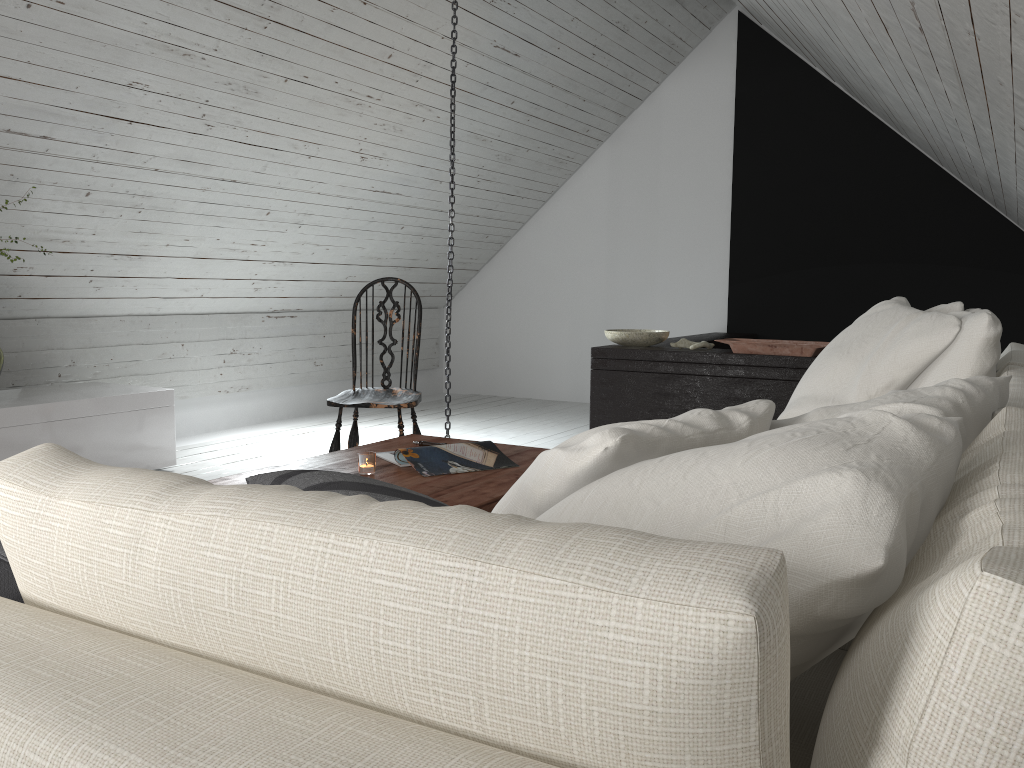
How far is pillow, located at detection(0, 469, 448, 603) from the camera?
1.0m

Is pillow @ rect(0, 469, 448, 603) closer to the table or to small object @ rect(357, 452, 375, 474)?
the table

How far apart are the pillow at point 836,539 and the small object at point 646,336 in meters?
2.1 m

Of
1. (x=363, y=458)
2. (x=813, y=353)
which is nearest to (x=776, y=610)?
(x=363, y=458)

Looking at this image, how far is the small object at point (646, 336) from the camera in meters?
4.5

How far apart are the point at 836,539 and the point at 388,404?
2.86m

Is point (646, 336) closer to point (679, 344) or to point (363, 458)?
point (679, 344)

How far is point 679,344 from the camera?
4.5 meters

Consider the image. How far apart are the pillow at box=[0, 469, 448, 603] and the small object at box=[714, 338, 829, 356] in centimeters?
300cm

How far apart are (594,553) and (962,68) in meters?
1.9 m
